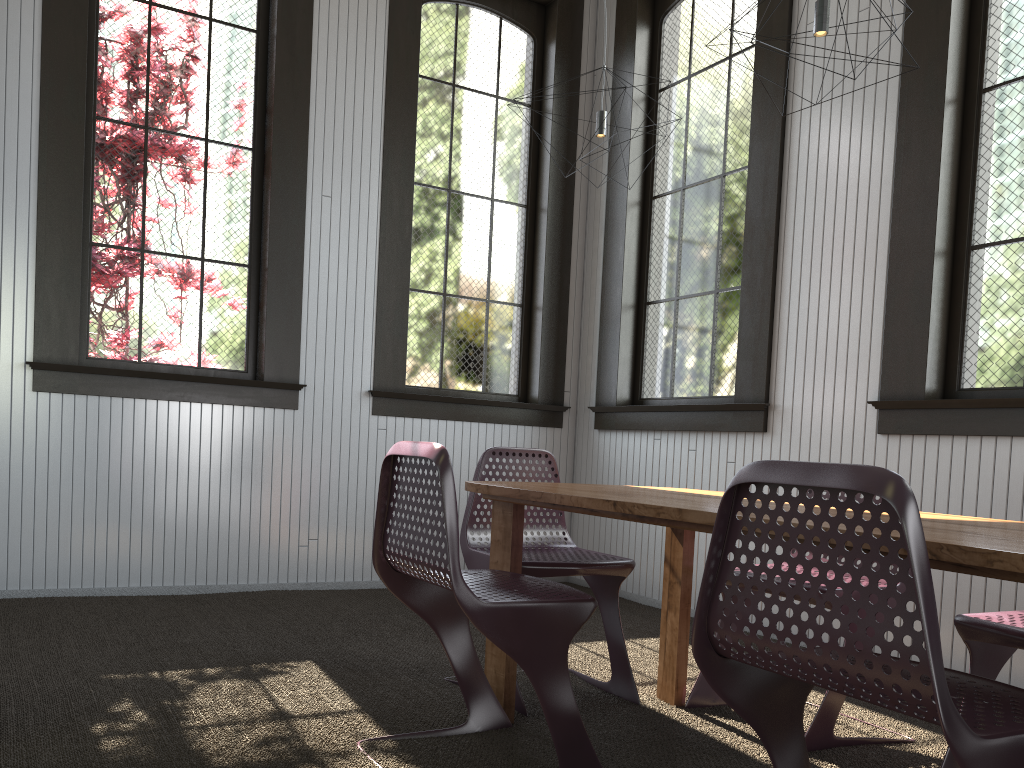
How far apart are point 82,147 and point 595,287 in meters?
2.8
